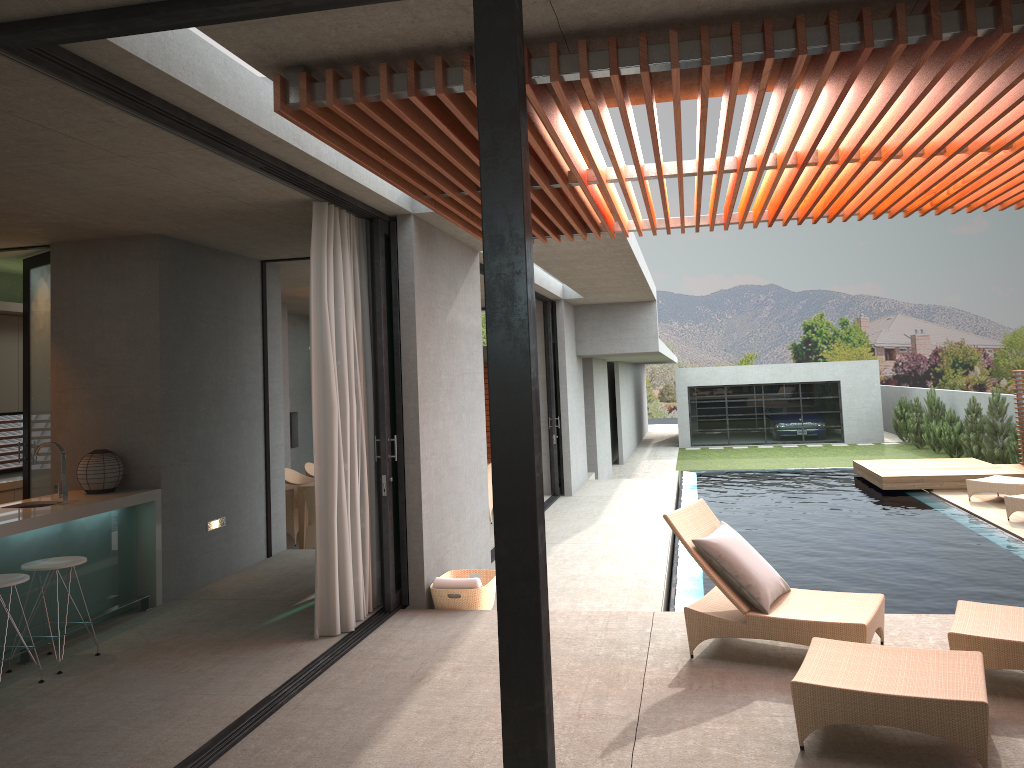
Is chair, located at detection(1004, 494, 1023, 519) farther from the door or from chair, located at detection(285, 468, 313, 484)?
the door

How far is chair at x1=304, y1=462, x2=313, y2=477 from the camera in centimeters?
1281cm

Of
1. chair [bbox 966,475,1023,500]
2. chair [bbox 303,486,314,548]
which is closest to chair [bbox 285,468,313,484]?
chair [bbox 303,486,314,548]

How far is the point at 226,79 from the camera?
4.0 meters

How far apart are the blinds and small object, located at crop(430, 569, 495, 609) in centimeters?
44cm

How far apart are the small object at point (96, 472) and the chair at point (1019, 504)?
10.03m

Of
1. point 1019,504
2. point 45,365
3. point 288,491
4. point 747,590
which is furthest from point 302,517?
point 1019,504

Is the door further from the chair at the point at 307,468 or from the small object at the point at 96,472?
the chair at the point at 307,468

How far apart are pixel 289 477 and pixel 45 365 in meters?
4.8

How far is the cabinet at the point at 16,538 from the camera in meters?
5.8
